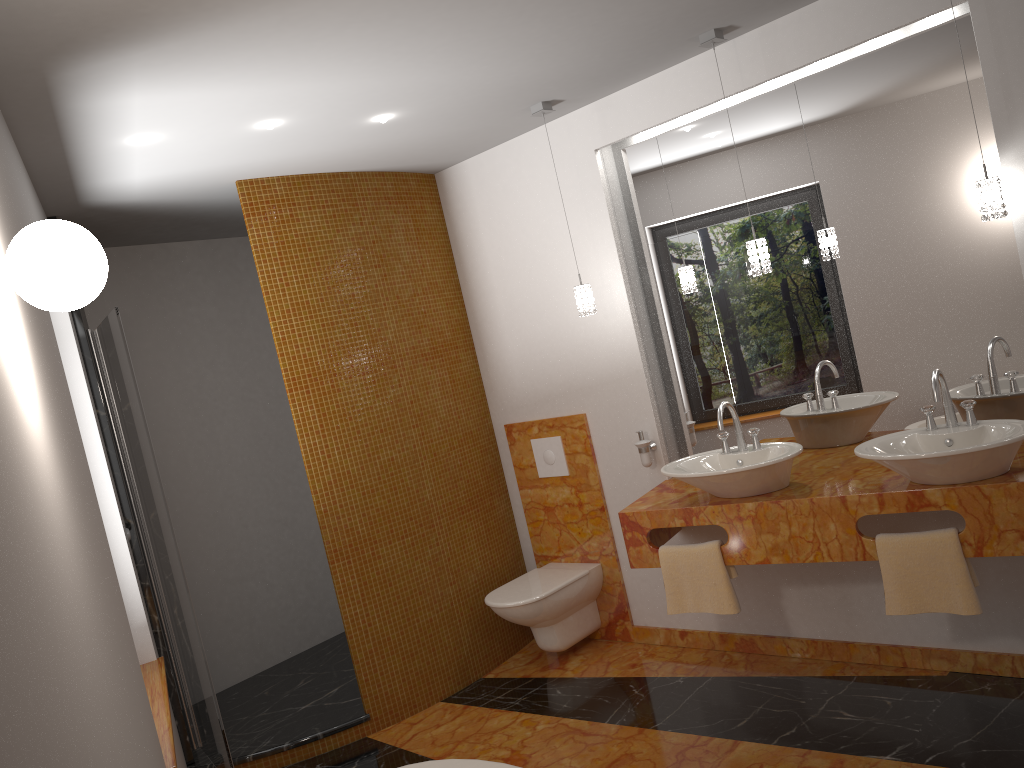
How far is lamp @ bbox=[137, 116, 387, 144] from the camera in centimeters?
296cm

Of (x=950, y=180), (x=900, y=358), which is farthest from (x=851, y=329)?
(x=950, y=180)

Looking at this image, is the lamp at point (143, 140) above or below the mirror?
above

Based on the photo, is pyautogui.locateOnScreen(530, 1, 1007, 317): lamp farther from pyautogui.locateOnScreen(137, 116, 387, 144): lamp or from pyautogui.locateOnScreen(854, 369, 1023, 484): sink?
pyautogui.locateOnScreen(137, 116, 387, 144): lamp

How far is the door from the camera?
3.2m

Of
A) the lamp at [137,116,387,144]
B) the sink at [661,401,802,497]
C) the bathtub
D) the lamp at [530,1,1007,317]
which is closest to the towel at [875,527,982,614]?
the sink at [661,401,802,497]

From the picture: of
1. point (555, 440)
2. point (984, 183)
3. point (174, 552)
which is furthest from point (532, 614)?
point (984, 183)

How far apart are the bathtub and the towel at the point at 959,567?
1.5m

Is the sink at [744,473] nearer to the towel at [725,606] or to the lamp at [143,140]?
the towel at [725,606]

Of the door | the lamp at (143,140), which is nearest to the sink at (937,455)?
the lamp at (143,140)
